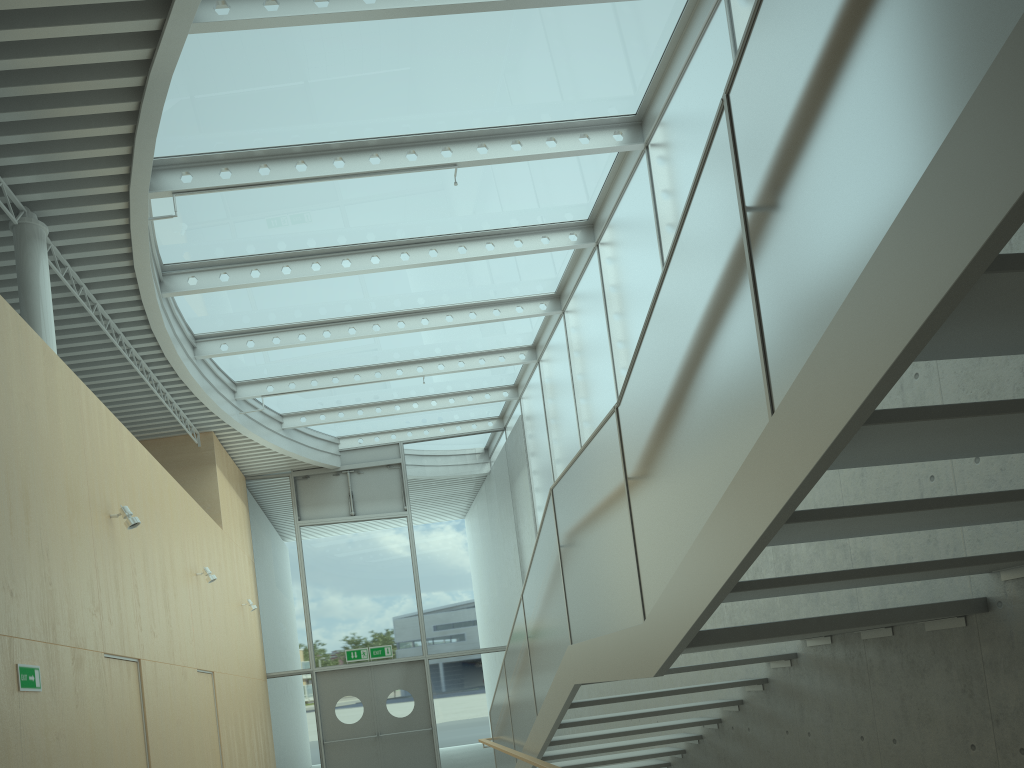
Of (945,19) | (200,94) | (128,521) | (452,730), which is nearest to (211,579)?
(128,521)

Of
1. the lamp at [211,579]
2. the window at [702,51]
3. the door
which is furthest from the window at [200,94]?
the door

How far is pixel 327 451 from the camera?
15.18m

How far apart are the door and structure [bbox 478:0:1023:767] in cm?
556

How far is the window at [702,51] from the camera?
6.9 meters

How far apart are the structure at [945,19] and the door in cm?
556

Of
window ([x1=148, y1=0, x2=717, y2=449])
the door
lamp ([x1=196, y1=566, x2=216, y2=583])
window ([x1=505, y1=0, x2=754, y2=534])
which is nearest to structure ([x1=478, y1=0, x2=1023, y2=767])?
window ([x1=505, y1=0, x2=754, y2=534])

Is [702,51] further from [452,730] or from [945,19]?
[452,730]

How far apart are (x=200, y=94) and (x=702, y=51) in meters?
4.0

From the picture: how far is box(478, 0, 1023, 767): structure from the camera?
1.8m
